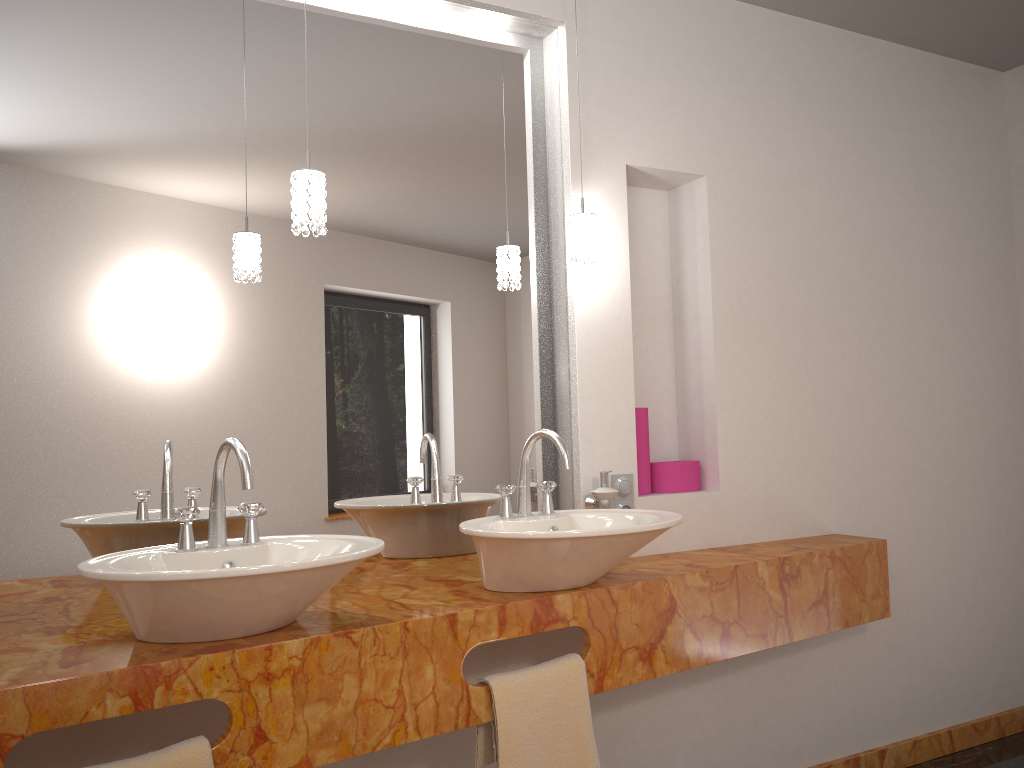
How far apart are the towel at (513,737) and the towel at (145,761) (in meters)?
0.58

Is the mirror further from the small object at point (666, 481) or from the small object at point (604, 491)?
the small object at point (666, 481)

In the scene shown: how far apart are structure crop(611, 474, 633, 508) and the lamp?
0.6m

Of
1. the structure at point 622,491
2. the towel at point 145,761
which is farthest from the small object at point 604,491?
the towel at point 145,761

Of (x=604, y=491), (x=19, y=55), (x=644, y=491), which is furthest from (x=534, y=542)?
(x=19, y=55)

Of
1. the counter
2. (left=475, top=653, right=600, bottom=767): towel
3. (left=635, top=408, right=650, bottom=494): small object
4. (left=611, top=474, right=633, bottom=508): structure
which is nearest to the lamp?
(left=635, top=408, right=650, bottom=494): small object

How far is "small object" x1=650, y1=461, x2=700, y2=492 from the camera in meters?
2.6 m

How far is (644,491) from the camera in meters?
2.6 m

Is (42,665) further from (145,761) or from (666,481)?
(666,481)

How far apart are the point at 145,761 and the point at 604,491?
1.3 meters
